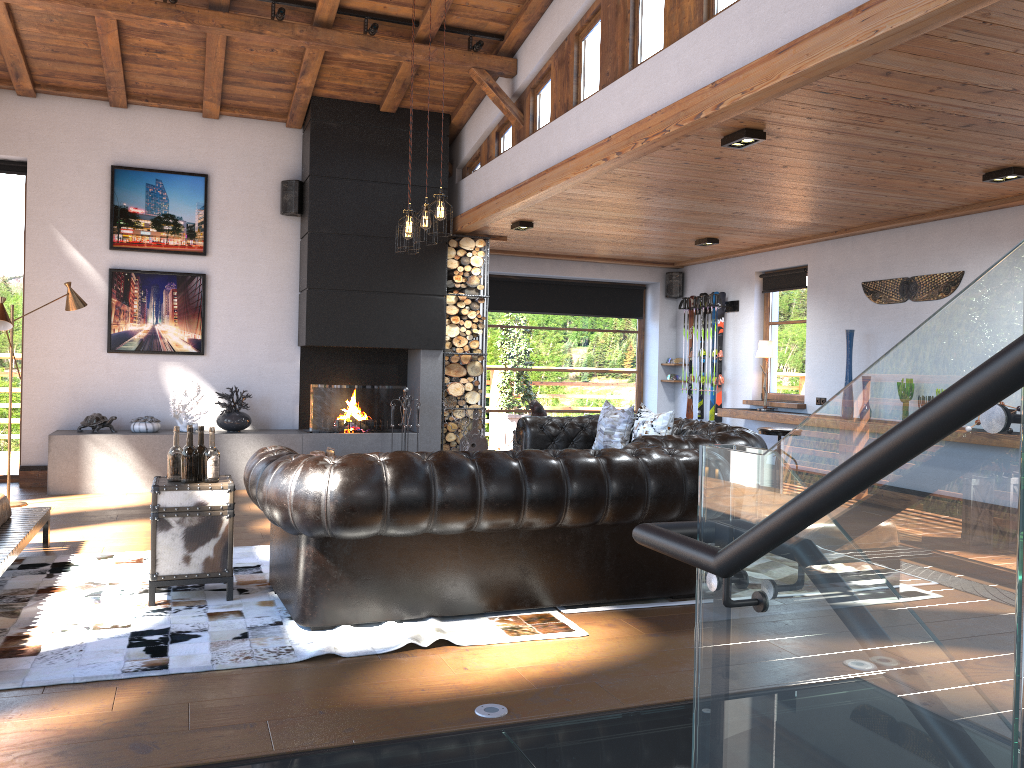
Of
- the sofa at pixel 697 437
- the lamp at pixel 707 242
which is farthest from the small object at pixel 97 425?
the lamp at pixel 707 242

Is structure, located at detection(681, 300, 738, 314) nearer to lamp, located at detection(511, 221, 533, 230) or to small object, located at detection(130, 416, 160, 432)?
lamp, located at detection(511, 221, 533, 230)

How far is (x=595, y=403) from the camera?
12.19m

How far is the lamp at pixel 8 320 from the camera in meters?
6.8 m

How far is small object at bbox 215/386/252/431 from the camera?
8.6m

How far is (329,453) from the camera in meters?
8.5

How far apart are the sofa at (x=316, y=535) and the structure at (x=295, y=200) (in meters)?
4.86

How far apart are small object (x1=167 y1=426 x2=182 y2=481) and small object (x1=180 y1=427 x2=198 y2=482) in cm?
6

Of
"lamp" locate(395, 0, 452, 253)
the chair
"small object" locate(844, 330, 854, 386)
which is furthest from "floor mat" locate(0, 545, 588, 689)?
"small object" locate(844, 330, 854, 386)

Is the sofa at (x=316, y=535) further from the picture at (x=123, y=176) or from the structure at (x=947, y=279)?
the picture at (x=123, y=176)
